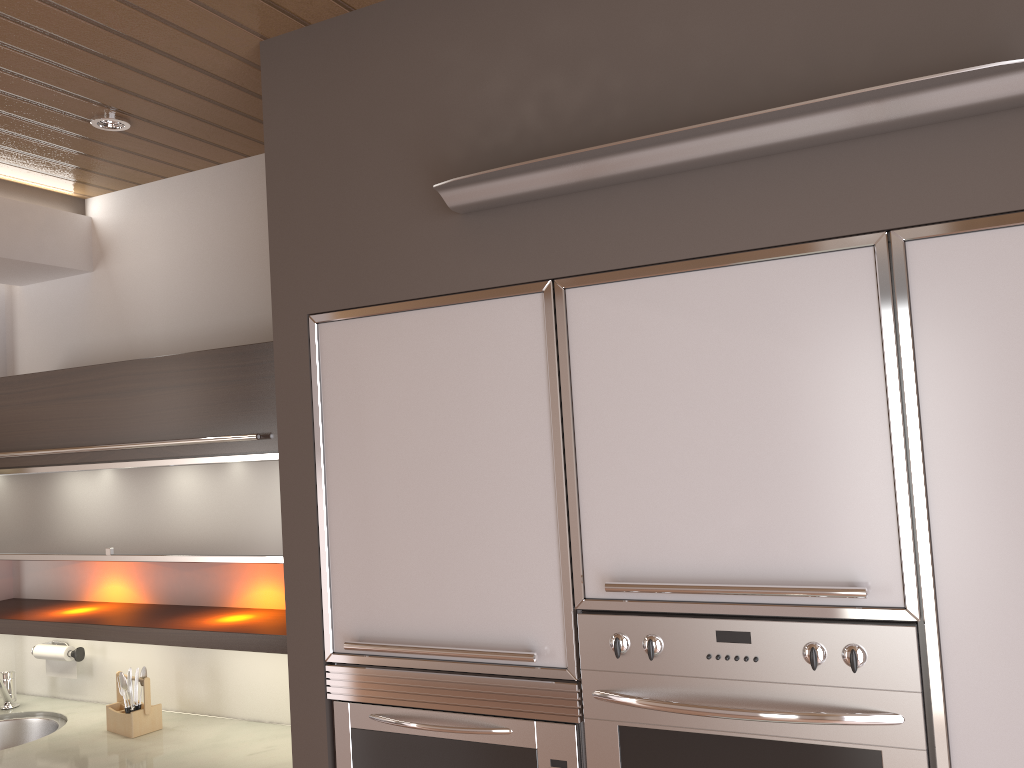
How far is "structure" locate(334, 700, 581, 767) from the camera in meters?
1.7 m

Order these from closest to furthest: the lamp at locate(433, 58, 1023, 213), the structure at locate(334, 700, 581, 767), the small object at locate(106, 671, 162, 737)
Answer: the lamp at locate(433, 58, 1023, 213) < the structure at locate(334, 700, 581, 767) < the small object at locate(106, 671, 162, 737)

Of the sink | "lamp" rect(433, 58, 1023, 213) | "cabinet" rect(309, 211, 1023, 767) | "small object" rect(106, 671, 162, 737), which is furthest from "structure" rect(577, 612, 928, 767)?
the sink

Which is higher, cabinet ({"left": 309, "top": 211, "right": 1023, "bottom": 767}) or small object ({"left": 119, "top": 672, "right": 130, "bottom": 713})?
cabinet ({"left": 309, "top": 211, "right": 1023, "bottom": 767})

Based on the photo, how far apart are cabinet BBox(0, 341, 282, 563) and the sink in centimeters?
48cm

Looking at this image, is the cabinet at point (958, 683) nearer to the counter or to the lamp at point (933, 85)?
the lamp at point (933, 85)

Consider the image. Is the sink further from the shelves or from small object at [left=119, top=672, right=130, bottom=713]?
small object at [left=119, top=672, right=130, bottom=713]

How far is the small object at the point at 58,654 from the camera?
3.07m

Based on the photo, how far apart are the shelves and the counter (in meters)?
0.31

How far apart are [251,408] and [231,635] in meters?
A: 0.6 m
